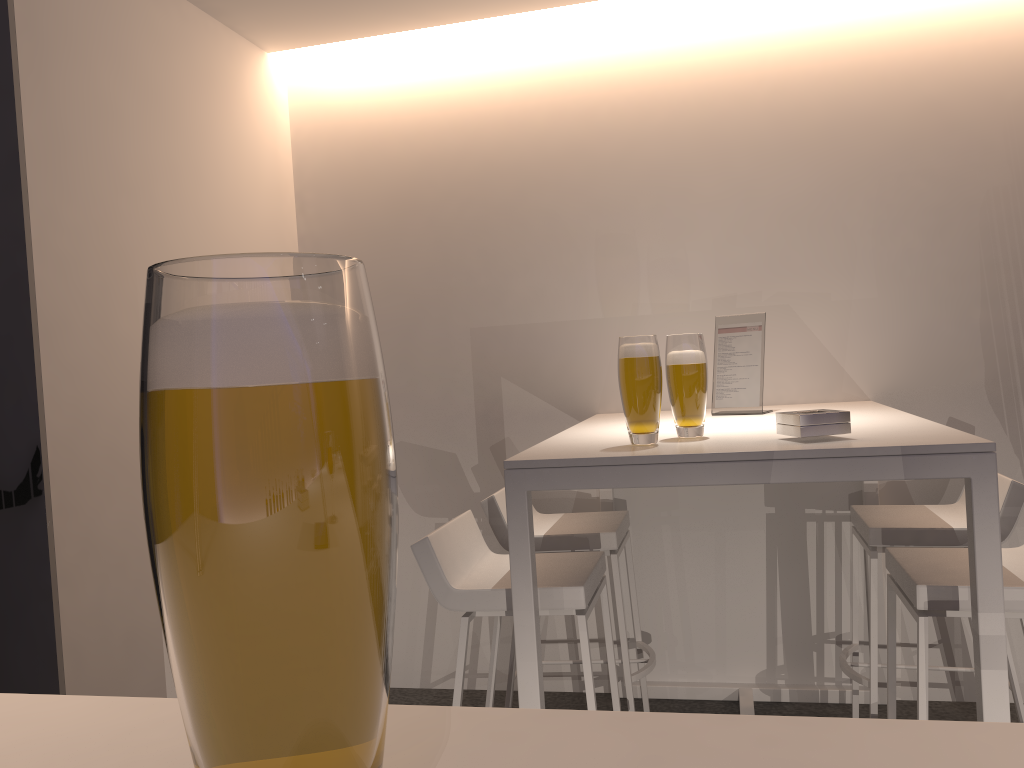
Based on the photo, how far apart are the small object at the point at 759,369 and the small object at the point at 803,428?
0.8 meters

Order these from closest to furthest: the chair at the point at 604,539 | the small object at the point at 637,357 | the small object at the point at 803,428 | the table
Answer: the table, the small object at the point at 803,428, the small object at the point at 637,357, the chair at the point at 604,539

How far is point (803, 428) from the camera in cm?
195

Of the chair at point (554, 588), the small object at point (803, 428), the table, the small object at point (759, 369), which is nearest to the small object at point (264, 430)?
the table

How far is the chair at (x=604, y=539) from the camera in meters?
2.8 m

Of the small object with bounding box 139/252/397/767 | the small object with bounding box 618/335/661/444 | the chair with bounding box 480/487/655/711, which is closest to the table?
the small object with bounding box 618/335/661/444

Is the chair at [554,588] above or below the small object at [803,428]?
below

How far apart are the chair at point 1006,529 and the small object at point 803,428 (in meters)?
0.78

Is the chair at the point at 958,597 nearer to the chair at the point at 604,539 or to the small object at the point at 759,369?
the small object at the point at 759,369

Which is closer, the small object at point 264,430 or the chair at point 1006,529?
the small object at point 264,430
